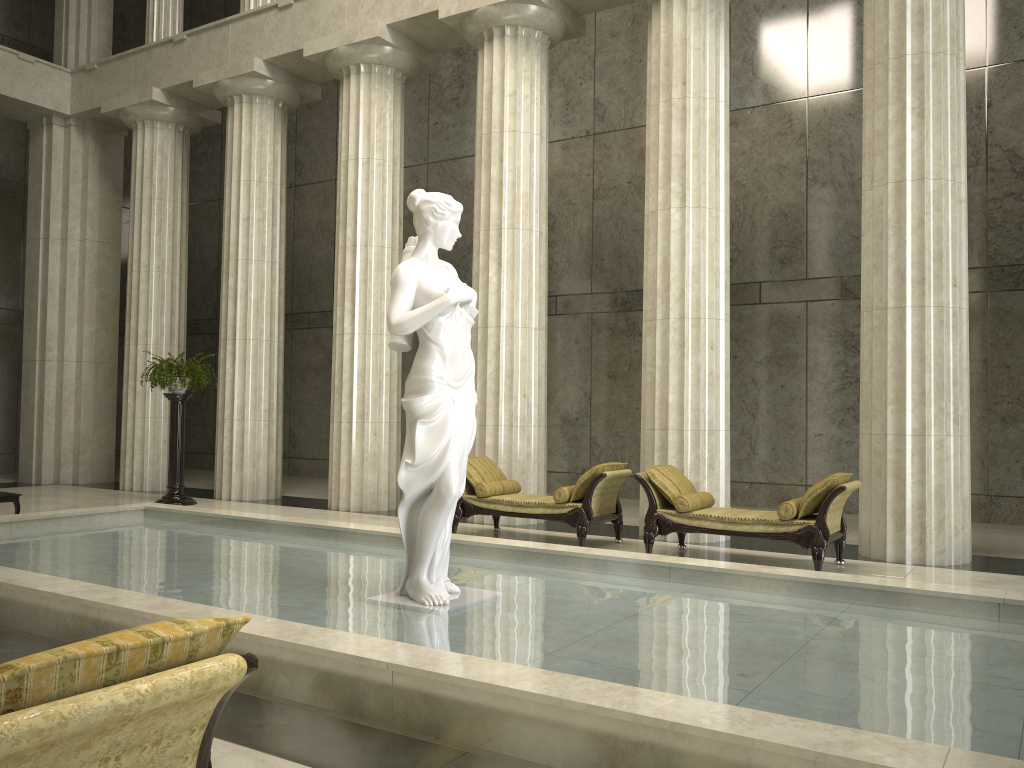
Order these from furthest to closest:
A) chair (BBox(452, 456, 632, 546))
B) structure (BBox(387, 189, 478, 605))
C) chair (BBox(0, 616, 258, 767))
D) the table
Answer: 1. the table
2. chair (BBox(452, 456, 632, 546))
3. structure (BBox(387, 189, 478, 605))
4. chair (BBox(0, 616, 258, 767))

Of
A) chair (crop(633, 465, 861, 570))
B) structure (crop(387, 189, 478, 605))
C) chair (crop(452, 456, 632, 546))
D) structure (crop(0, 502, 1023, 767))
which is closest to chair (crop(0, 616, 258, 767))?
structure (crop(0, 502, 1023, 767))

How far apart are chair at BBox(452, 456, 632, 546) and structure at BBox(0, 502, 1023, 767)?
1.72m

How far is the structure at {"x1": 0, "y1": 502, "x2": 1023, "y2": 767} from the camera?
3.5 meters

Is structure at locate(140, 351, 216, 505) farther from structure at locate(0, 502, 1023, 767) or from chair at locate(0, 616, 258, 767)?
chair at locate(0, 616, 258, 767)

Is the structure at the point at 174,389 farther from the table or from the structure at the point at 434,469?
the structure at the point at 434,469

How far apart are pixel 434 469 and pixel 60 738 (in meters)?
4.18

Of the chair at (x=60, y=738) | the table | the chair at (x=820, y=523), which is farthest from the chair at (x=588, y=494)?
the chair at (x=60, y=738)

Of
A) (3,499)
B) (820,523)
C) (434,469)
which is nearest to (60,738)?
(434,469)

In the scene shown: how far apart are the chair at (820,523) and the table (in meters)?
6.94
